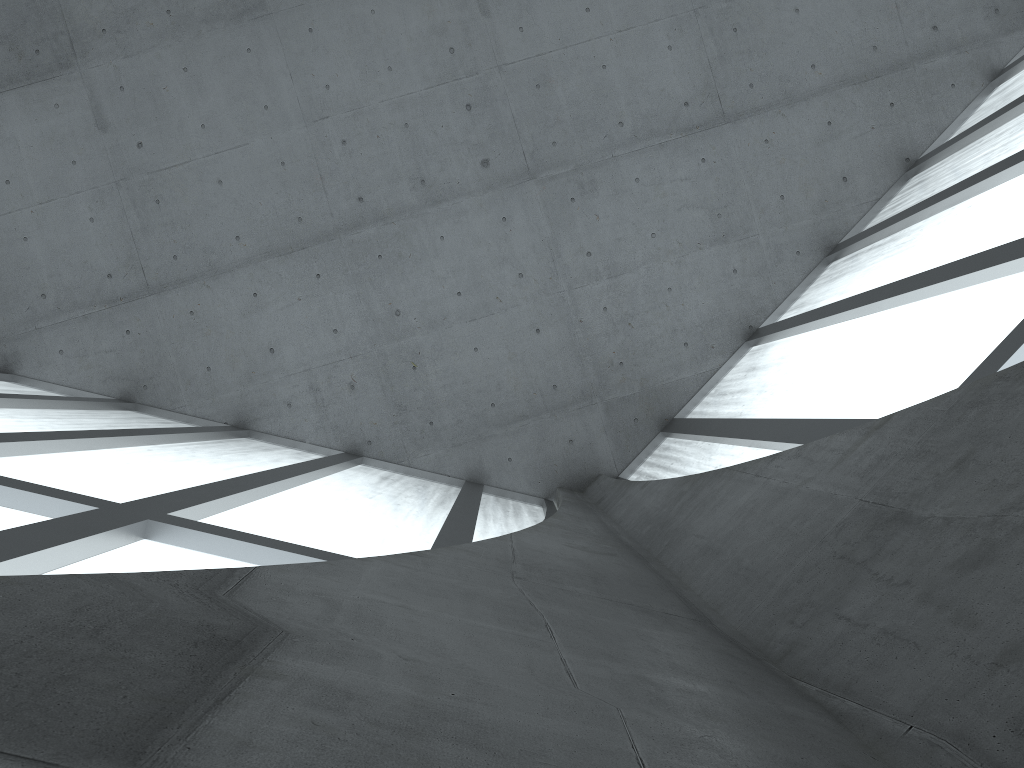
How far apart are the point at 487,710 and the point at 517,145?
21.2 meters
